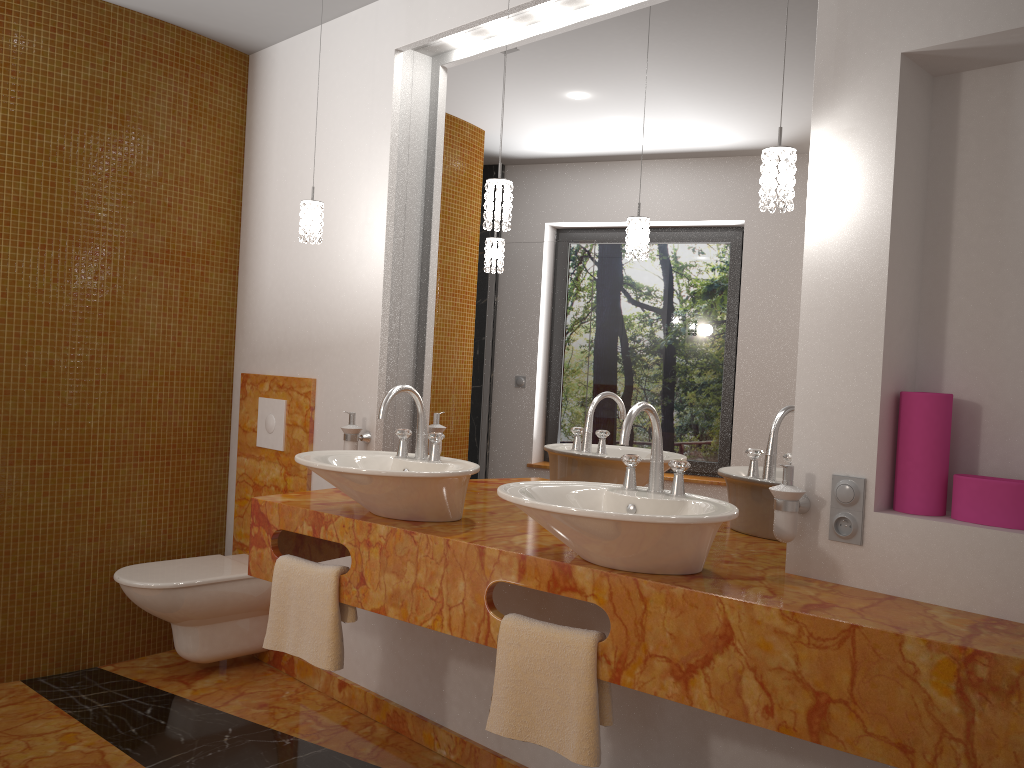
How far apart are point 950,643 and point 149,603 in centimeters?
261cm

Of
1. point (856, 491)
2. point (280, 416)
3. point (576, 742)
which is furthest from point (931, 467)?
point (280, 416)

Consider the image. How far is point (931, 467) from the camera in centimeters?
184cm

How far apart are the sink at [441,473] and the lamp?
0.5m

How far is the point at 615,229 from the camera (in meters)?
2.52

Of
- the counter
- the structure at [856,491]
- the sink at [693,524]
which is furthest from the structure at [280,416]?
the structure at [856,491]

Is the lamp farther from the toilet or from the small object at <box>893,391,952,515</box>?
the toilet

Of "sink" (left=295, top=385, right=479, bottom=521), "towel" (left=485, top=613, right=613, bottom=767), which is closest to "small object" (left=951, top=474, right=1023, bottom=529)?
"towel" (left=485, top=613, right=613, bottom=767)

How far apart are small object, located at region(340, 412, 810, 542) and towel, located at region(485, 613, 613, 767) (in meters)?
0.44

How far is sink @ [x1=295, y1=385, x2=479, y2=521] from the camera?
2.21m
